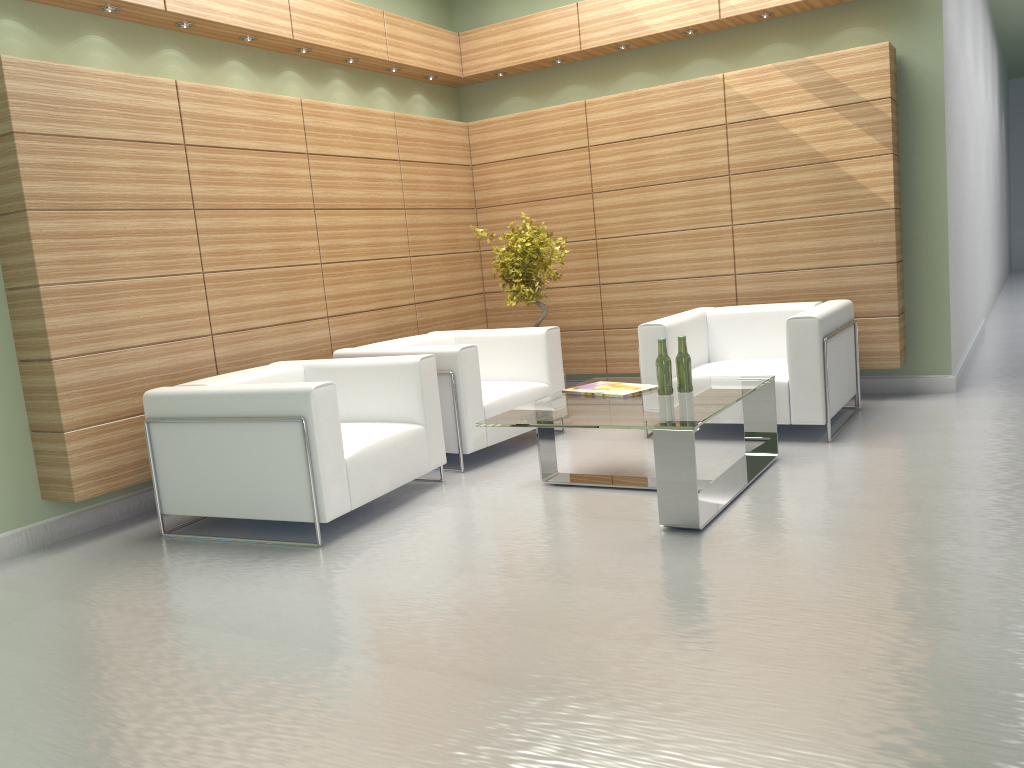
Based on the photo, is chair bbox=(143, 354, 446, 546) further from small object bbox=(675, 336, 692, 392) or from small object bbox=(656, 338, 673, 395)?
small object bbox=(675, 336, 692, 392)

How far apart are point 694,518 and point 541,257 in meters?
5.1

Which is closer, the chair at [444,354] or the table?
the table

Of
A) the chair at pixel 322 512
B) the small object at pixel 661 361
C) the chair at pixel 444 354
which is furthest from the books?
the chair at pixel 322 512

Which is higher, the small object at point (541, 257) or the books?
the small object at point (541, 257)

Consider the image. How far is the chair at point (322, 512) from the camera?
6.6m

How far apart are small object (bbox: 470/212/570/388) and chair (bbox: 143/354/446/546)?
2.7 meters

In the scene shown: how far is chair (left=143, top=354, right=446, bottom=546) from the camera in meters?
6.6 m

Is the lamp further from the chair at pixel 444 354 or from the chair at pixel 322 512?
the chair at pixel 444 354

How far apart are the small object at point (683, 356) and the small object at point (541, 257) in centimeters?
340cm
